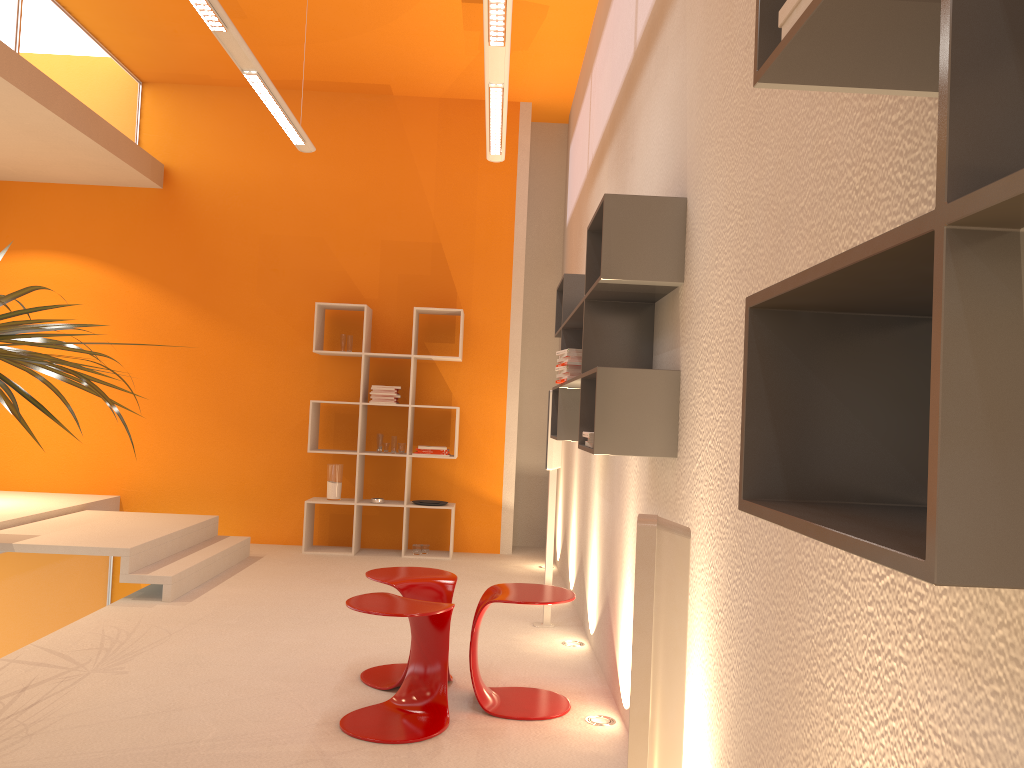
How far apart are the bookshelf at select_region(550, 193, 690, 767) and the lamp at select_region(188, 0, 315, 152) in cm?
184

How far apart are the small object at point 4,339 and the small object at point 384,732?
1.1 meters

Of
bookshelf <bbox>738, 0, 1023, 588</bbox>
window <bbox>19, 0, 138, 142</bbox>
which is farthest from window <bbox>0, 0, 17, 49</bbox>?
bookshelf <bbox>738, 0, 1023, 588</bbox>

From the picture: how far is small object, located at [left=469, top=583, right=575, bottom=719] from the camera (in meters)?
3.45

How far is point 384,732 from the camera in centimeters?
317cm

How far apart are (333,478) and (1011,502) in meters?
6.8 m

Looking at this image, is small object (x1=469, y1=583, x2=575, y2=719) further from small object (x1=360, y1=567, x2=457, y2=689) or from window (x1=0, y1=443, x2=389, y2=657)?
window (x1=0, y1=443, x2=389, y2=657)

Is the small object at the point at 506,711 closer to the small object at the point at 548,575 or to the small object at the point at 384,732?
the small object at the point at 384,732

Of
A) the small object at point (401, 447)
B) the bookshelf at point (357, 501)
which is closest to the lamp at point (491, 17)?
the bookshelf at point (357, 501)

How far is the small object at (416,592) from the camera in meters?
3.7
